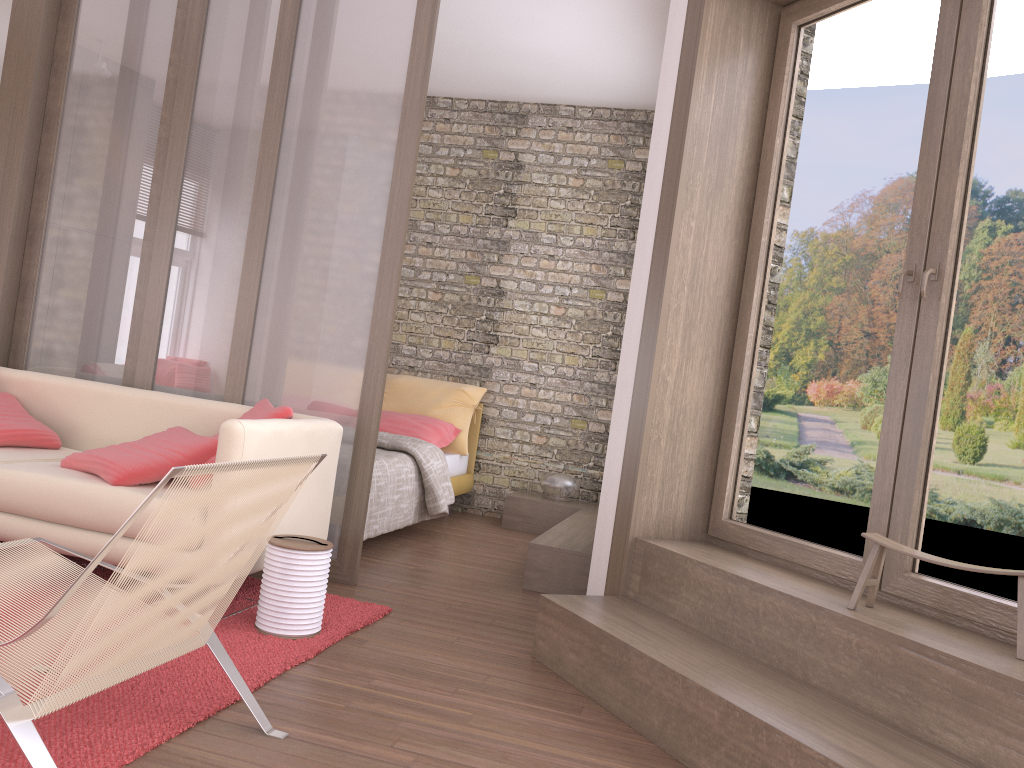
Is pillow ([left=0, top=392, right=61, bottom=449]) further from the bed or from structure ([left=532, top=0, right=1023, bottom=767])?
structure ([left=532, top=0, right=1023, bottom=767])

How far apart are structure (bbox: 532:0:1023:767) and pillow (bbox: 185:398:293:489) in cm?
125

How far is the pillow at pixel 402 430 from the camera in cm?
632

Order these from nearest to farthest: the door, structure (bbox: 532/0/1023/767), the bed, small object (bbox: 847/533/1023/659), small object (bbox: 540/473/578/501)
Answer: structure (bbox: 532/0/1023/767) < small object (bbox: 847/533/1023/659) < the door < the bed < small object (bbox: 540/473/578/501)

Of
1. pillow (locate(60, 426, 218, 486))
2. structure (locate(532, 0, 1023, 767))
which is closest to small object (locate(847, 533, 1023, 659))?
structure (locate(532, 0, 1023, 767))

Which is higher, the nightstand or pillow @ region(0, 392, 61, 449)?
pillow @ region(0, 392, 61, 449)

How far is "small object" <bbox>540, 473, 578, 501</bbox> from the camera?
6.5m

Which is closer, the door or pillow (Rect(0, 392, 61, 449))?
the door

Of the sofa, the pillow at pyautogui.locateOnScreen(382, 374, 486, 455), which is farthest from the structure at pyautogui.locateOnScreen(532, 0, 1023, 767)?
the pillow at pyautogui.locateOnScreen(382, 374, 486, 455)

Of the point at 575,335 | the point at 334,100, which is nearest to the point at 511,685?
the point at 334,100
